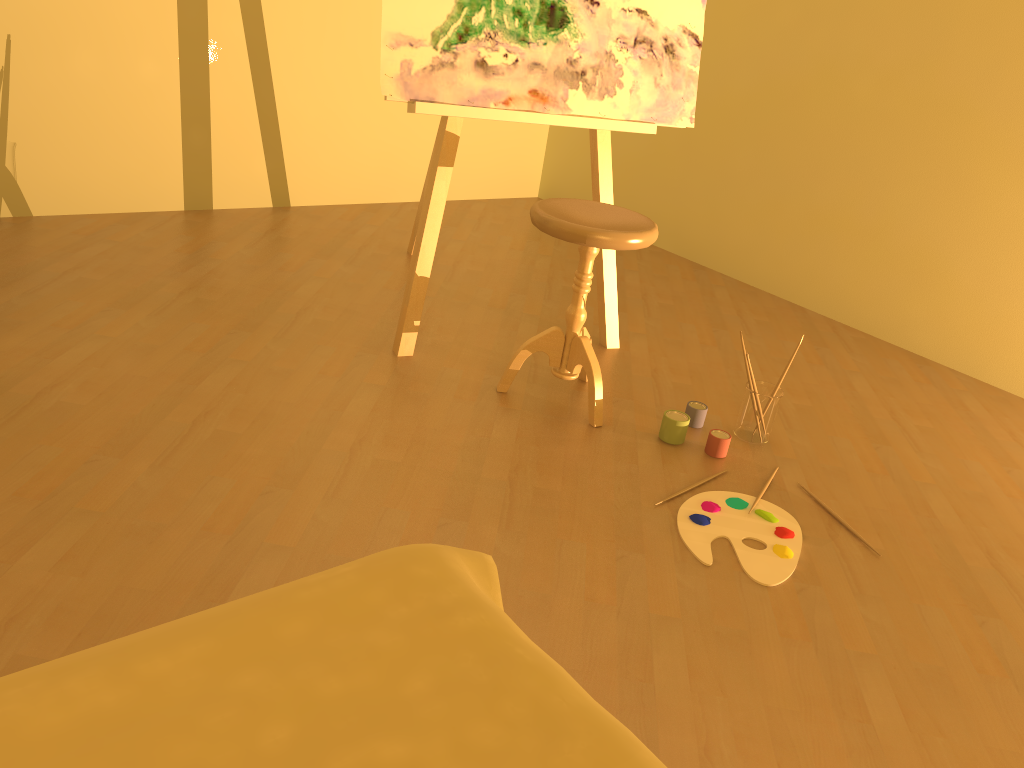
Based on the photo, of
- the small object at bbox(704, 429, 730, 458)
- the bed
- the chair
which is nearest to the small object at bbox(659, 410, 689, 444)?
the small object at bbox(704, 429, 730, 458)

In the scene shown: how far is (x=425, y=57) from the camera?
2.4 meters

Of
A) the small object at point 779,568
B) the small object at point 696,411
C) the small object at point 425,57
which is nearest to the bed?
the small object at point 779,568

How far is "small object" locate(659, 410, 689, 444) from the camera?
2.4m

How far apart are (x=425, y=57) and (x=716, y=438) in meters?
1.3

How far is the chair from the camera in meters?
2.2

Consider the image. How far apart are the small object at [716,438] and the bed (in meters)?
1.32

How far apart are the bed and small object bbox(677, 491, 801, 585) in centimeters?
88cm

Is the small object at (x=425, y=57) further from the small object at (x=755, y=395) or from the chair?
the small object at (x=755, y=395)

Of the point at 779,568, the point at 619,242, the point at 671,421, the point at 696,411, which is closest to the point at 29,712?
the point at 779,568
